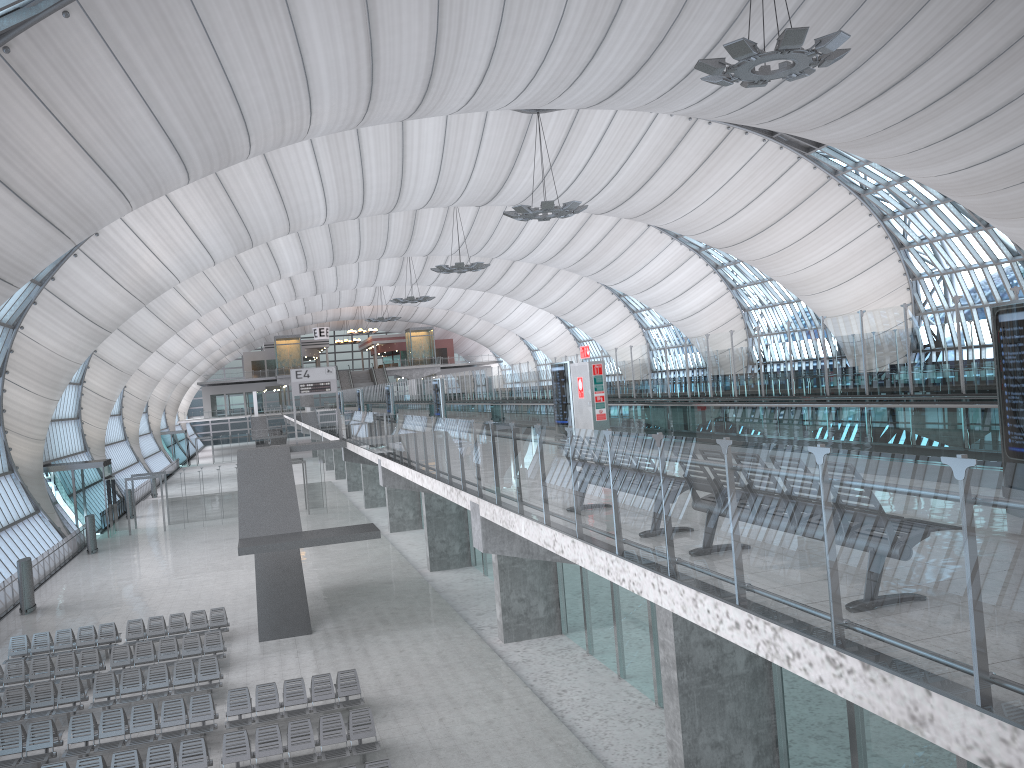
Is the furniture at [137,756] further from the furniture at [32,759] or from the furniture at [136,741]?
the furniture at [32,759]

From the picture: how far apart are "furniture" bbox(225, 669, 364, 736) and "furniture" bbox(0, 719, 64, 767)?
3.1 meters

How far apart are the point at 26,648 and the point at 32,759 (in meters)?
8.32

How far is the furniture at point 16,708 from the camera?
18.7m

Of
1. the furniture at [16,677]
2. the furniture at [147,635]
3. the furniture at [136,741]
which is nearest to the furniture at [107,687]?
the furniture at [16,677]

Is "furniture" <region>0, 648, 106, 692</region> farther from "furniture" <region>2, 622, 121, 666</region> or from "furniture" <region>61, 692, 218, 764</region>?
"furniture" <region>61, 692, 218, 764</region>

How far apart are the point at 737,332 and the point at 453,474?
6.82m

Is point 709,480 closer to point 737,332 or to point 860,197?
point 737,332

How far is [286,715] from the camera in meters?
17.2 m

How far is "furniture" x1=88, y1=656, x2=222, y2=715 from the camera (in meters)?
19.24
